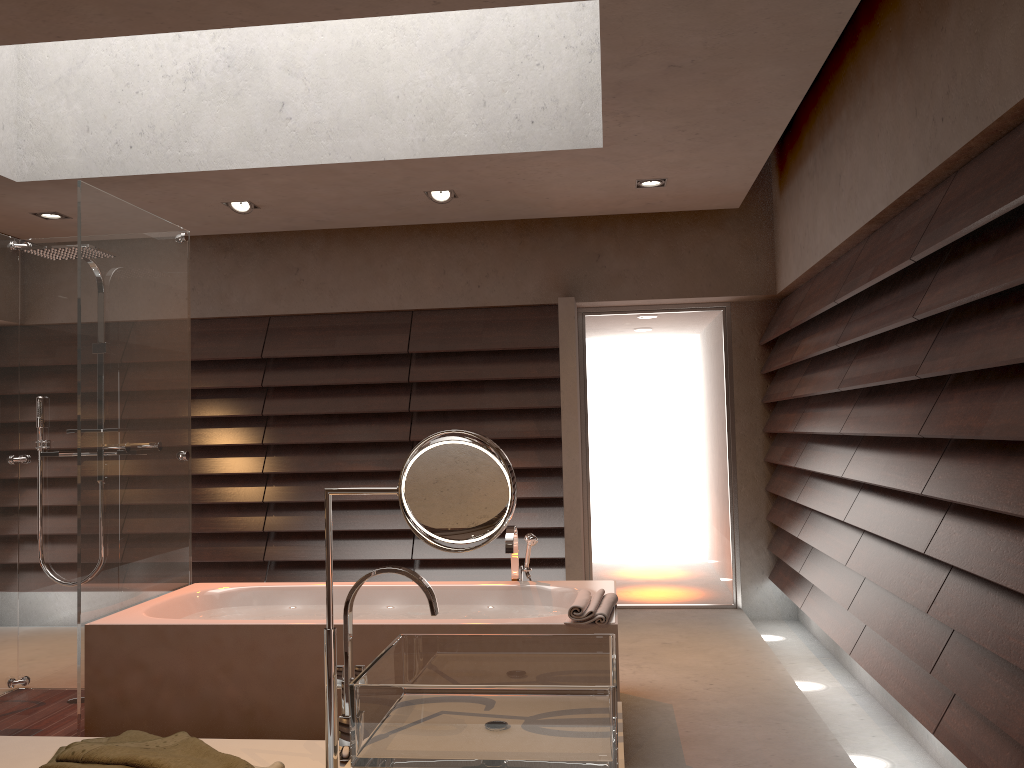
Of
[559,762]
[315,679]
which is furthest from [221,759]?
[315,679]

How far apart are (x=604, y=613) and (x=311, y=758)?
1.7m

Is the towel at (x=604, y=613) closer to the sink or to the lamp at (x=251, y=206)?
the sink

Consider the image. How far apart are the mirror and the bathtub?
1.84m

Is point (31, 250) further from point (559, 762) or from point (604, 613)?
point (559, 762)

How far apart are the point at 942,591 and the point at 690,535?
3.05m

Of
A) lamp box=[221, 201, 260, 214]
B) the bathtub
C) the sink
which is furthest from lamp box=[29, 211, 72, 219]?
the sink

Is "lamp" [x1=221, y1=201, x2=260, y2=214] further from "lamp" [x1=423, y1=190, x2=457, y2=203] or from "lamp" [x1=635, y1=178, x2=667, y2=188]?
"lamp" [x1=635, y1=178, x2=667, y2=188]

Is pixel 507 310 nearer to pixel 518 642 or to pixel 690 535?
pixel 690 535

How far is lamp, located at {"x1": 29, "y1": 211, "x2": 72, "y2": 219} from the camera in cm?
515
